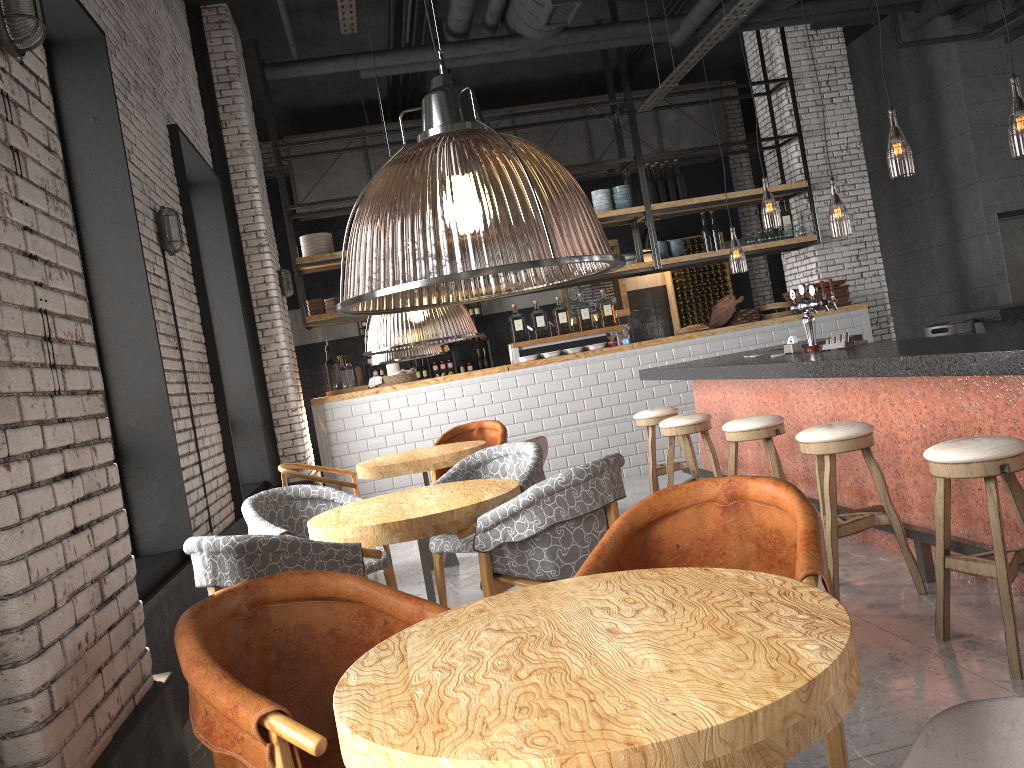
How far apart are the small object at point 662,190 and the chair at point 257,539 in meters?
7.1

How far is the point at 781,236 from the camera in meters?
9.8 m

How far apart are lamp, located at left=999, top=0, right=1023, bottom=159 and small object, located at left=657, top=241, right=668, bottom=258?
3.4 meters

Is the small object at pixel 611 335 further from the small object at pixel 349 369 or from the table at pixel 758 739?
the table at pixel 758 739

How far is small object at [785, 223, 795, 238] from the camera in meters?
9.9

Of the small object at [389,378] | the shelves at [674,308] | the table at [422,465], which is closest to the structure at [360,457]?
the small object at [389,378]

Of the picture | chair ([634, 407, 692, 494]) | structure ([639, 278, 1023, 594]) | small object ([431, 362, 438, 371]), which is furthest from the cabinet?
chair ([634, 407, 692, 494])

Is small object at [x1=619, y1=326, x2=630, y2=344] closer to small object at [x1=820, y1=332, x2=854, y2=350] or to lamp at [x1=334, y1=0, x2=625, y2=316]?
lamp at [x1=334, y1=0, x2=625, y2=316]

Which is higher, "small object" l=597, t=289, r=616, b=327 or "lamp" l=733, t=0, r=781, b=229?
"lamp" l=733, t=0, r=781, b=229

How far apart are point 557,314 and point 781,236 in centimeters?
272cm
